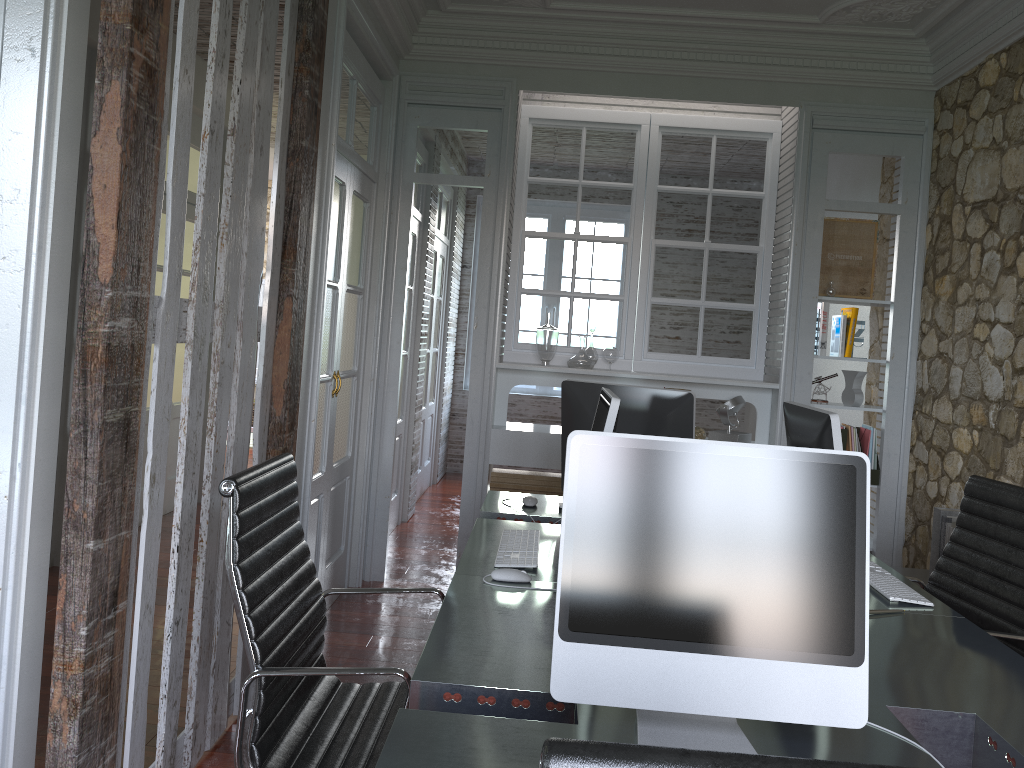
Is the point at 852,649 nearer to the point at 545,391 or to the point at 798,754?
the point at 798,754

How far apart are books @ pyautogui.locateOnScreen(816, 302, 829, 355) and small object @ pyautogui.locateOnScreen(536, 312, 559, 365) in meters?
1.4

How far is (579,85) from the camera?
4.61m

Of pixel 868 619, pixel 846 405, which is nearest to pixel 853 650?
pixel 868 619

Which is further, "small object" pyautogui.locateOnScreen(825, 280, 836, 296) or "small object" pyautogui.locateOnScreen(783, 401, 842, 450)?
"small object" pyautogui.locateOnScreen(825, 280, 836, 296)

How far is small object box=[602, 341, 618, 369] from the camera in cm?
488

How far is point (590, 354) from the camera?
4.8m

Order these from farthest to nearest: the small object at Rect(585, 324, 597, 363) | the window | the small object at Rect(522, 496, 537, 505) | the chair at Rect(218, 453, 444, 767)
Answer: the window < the small object at Rect(585, 324, 597, 363) < the small object at Rect(522, 496, 537, 505) < the chair at Rect(218, 453, 444, 767)

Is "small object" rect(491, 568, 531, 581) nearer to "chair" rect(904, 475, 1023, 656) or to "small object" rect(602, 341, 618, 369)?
"chair" rect(904, 475, 1023, 656)

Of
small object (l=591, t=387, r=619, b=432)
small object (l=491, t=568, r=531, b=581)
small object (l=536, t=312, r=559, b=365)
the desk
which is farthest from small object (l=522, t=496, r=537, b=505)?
small object (l=536, t=312, r=559, b=365)
